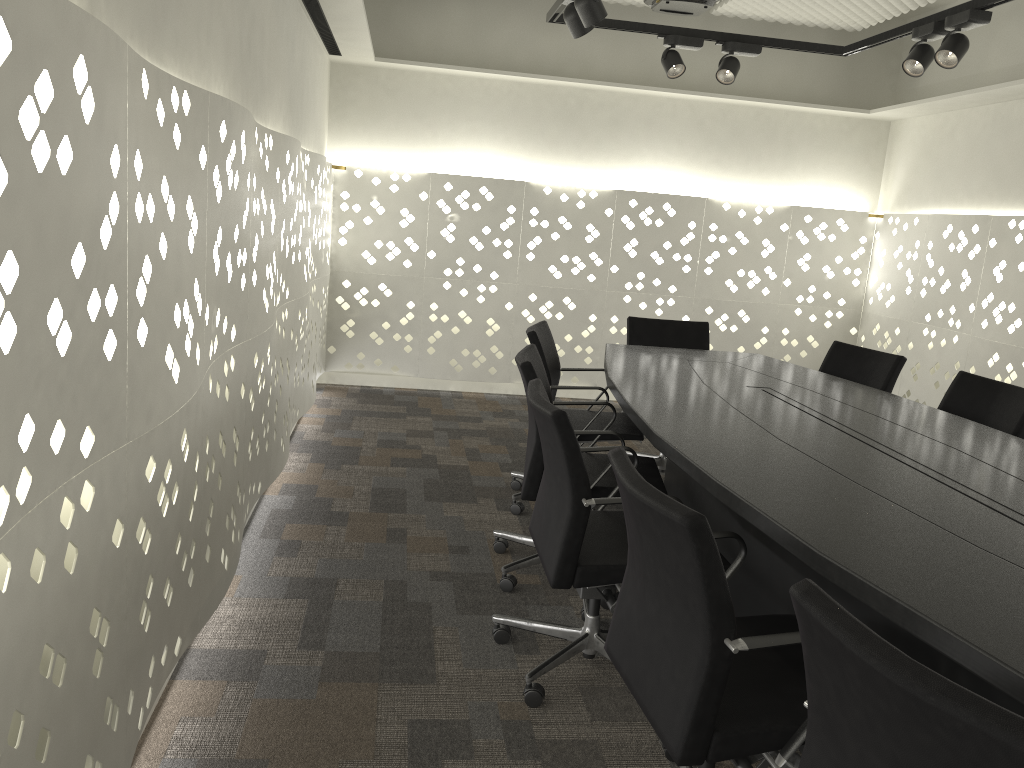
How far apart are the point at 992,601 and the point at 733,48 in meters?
3.3 m

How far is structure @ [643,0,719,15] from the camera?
4.27m

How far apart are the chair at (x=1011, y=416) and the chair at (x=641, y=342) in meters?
1.2

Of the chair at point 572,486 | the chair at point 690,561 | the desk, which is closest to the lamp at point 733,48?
the desk

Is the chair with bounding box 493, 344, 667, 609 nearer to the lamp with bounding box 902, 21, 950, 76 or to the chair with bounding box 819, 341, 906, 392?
the chair with bounding box 819, 341, 906, 392

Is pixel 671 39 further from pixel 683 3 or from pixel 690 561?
pixel 690 561

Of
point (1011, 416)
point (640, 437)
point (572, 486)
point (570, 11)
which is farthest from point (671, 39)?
point (572, 486)

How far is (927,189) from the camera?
5.49m

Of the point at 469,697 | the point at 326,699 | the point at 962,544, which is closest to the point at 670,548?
the point at 962,544

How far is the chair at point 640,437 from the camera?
3.5m
